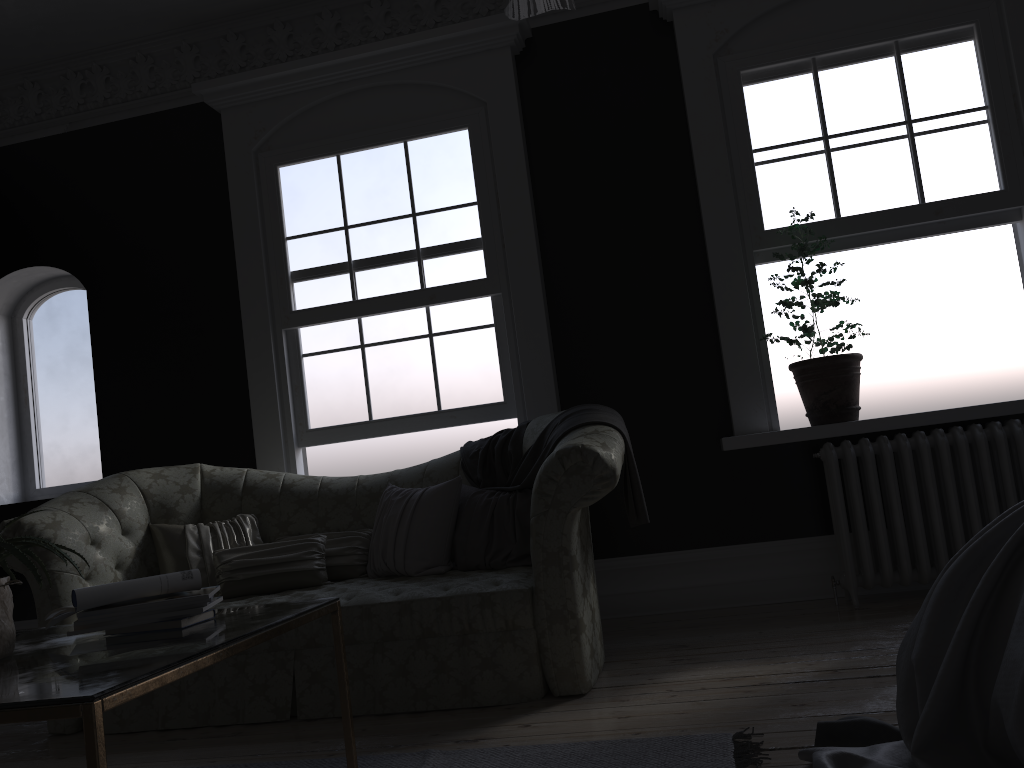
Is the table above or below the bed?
above

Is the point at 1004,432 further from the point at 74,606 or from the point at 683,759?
the point at 74,606

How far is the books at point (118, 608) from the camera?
2.2 meters

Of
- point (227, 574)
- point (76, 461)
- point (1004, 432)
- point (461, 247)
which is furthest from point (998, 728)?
point (76, 461)

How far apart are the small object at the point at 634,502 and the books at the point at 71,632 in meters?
2.1

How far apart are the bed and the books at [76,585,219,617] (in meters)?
1.54

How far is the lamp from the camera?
2.0m

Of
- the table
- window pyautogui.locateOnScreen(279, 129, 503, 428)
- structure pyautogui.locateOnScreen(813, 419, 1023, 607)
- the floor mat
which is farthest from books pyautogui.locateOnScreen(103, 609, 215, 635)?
structure pyautogui.locateOnScreen(813, 419, 1023, 607)

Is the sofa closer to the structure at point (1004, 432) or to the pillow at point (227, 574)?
the pillow at point (227, 574)

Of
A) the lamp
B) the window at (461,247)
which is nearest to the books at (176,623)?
the lamp
